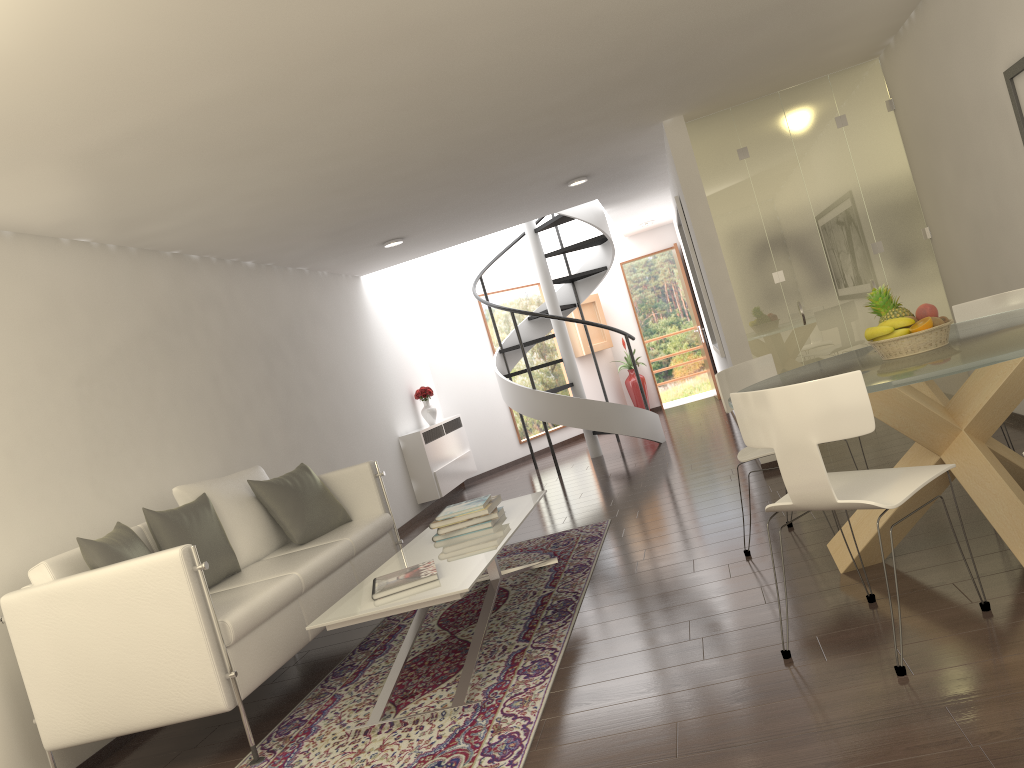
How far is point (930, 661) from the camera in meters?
3.0

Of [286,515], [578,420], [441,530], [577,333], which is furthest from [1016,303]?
[577,333]

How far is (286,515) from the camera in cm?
565

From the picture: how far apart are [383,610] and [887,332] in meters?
2.5 m

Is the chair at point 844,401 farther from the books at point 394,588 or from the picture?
the picture

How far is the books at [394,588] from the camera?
4.1m

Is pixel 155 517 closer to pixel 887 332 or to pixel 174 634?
pixel 174 634

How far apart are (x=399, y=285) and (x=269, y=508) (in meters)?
6.58

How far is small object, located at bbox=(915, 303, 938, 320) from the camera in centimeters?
380cm

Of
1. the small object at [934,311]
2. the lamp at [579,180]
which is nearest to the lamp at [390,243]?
the lamp at [579,180]
